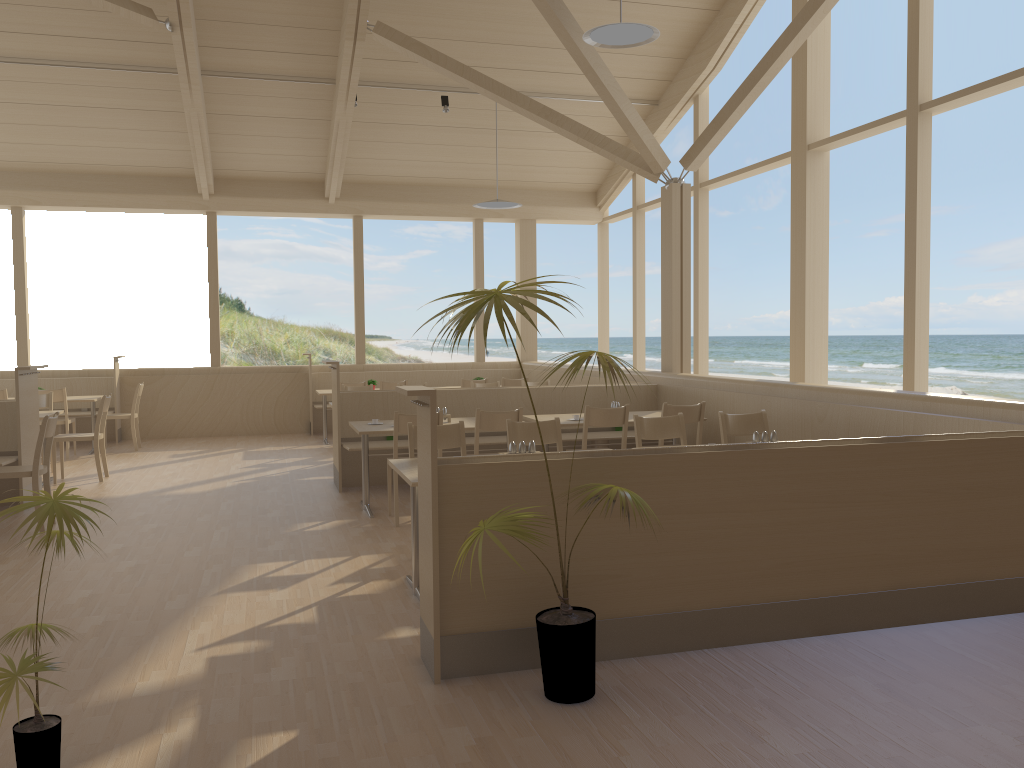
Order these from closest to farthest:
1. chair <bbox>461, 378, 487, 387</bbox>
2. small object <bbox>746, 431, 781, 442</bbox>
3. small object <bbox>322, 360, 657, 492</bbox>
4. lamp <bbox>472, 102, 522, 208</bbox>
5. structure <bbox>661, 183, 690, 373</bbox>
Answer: small object <bbox>746, 431, 781, 442</bbox>
small object <bbox>322, 360, 657, 492</bbox>
structure <bbox>661, 183, 690, 373</bbox>
lamp <bbox>472, 102, 522, 208</bbox>
chair <bbox>461, 378, 487, 387</bbox>

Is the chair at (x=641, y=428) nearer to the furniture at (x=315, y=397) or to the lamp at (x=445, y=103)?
the lamp at (x=445, y=103)

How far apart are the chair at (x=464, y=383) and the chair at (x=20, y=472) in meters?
5.3 m

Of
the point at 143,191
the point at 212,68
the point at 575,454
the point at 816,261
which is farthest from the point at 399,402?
the point at 143,191

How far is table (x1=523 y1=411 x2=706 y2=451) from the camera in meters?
6.6 m

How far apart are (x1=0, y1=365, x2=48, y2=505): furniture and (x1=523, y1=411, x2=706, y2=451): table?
3.9m

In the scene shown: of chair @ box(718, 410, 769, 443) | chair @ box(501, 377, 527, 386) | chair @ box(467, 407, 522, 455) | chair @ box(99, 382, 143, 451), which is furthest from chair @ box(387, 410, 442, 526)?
chair @ box(99, 382, 143, 451)

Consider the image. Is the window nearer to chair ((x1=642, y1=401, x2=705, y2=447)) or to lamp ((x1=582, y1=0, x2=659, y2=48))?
chair ((x1=642, y1=401, x2=705, y2=447))

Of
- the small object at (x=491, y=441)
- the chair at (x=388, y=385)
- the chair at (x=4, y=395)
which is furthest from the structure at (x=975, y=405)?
the chair at (x=4, y=395)

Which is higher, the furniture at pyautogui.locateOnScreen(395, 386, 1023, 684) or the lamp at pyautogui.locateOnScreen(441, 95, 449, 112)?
the lamp at pyautogui.locateOnScreen(441, 95, 449, 112)
